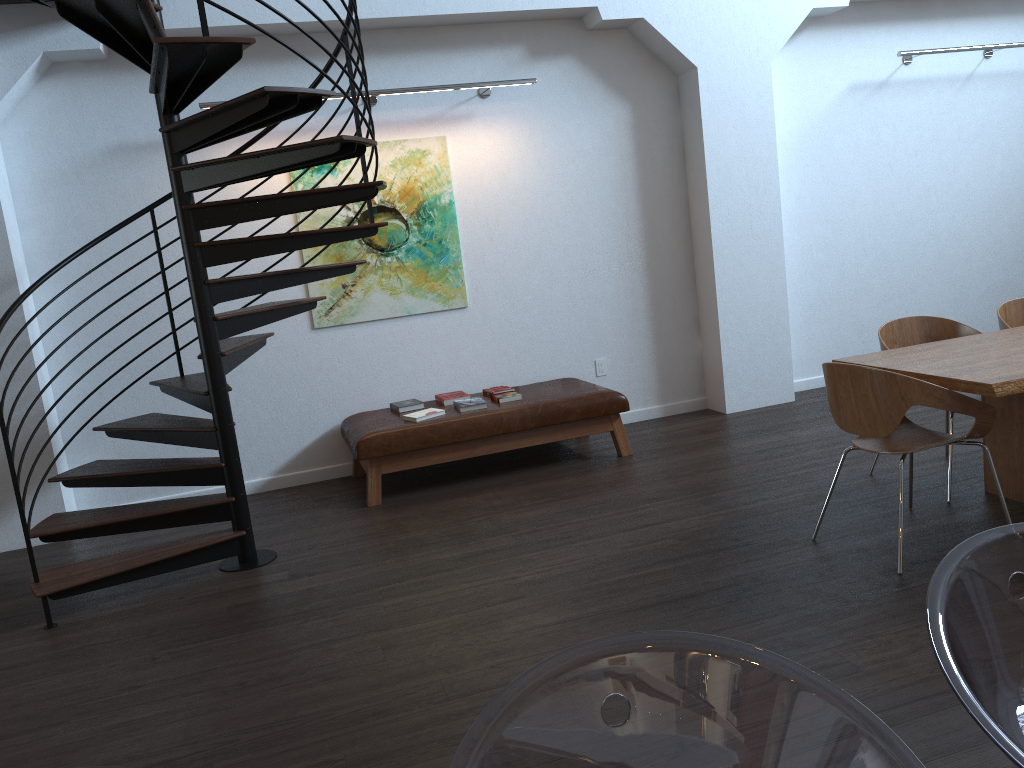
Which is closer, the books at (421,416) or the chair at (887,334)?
the chair at (887,334)

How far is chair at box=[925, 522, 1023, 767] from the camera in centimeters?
105cm

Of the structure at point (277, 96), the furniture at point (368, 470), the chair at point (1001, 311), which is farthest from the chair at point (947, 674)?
the furniture at point (368, 470)

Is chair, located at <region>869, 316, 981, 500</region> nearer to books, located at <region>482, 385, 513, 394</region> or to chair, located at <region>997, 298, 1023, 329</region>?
chair, located at <region>997, 298, 1023, 329</region>

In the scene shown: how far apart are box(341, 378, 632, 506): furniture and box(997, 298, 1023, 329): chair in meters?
2.2 m

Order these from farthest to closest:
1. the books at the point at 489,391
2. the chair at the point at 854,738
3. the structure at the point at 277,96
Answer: the books at the point at 489,391 < the structure at the point at 277,96 < the chair at the point at 854,738

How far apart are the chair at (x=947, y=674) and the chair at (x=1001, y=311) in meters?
4.0 m

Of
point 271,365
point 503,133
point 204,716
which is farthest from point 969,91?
point 204,716

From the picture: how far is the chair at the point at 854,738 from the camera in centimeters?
99cm

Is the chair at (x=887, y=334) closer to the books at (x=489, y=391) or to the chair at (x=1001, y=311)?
the chair at (x=1001, y=311)
